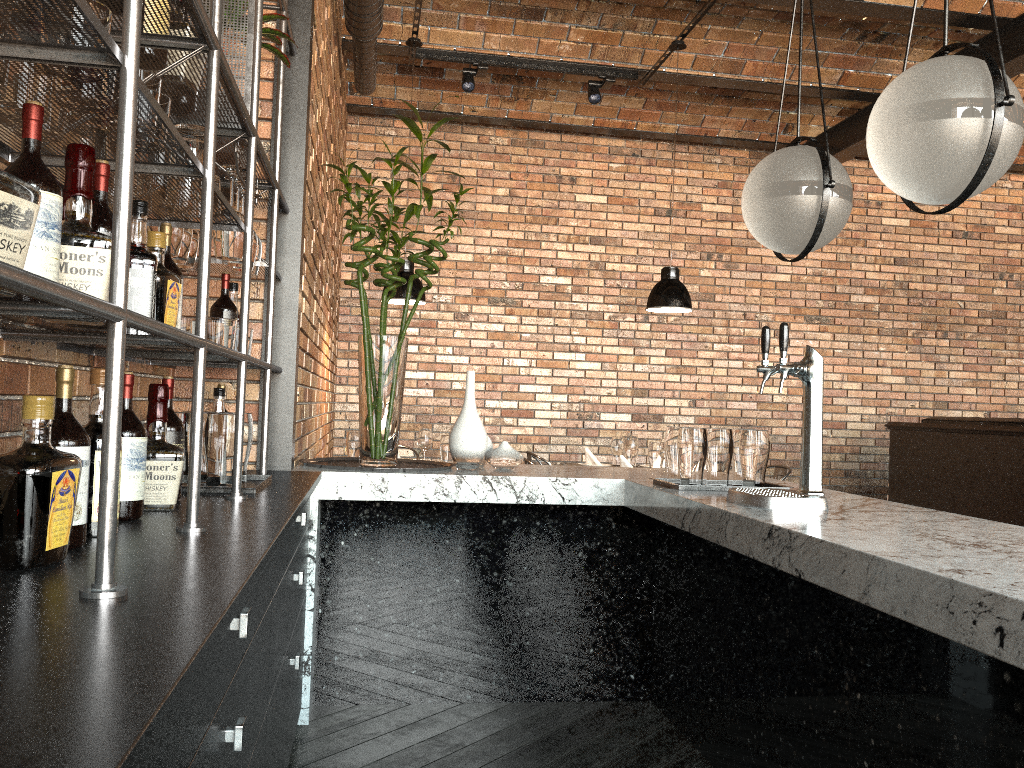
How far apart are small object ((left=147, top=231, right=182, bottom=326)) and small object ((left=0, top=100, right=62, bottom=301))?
Answer: 0.6m

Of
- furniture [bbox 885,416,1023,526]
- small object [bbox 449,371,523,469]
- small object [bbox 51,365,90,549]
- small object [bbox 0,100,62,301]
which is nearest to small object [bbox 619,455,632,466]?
small object [bbox 449,371,523,469]

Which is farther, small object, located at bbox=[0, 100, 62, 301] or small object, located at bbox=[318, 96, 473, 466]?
small object, located at bbox=[318, 96, 473, 466]

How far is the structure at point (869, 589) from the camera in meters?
1.7 m

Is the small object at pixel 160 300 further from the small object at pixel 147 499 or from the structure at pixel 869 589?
the structure at pixel 869 589

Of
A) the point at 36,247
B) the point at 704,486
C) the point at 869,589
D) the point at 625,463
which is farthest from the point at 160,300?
the point at 625,463

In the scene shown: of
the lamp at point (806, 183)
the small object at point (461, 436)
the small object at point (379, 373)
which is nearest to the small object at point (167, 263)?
the small object at point (379, 373)

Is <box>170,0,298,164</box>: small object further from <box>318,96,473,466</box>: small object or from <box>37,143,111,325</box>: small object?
<box>37,143,111,325</box>: small object

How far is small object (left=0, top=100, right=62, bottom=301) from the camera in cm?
122

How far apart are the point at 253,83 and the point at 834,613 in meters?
2.0
